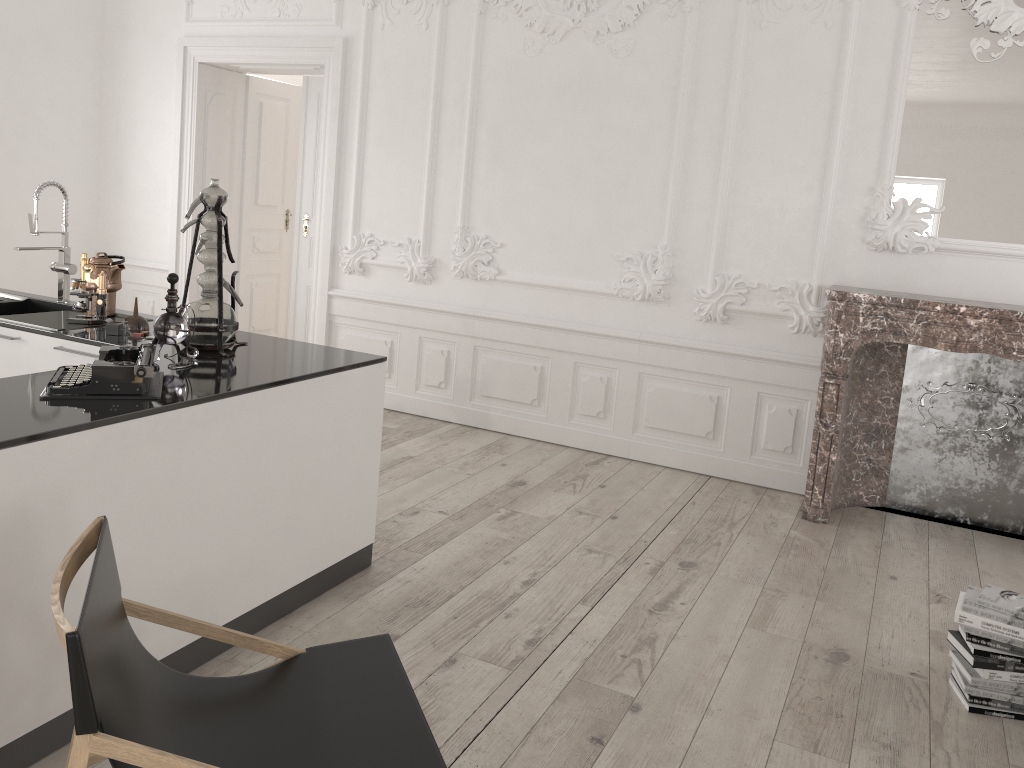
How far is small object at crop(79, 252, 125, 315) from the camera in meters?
3.9

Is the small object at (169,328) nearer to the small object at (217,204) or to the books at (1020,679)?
the small object at (217,204)

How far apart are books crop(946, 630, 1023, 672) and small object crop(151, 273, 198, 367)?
2.90m

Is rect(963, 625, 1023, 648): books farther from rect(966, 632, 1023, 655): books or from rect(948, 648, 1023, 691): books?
rect(948, 648, 1023, 691): books

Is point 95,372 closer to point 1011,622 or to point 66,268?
point 66,268

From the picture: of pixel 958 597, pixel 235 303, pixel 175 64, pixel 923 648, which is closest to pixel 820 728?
pixel 923 648

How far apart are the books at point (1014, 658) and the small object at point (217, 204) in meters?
2.9 m

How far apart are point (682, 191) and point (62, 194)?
3.3m

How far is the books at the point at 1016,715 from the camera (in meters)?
2.98

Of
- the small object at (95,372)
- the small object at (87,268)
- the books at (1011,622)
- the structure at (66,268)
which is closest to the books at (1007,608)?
the books at (1011,622)
